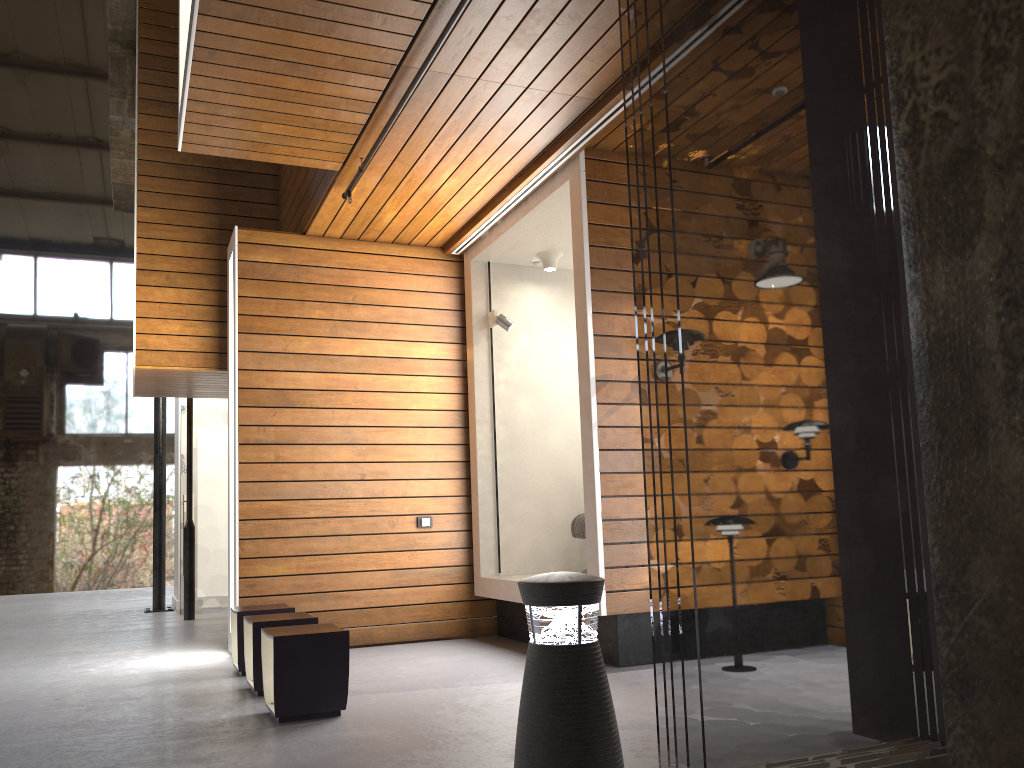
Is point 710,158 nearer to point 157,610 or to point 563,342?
point 563,342

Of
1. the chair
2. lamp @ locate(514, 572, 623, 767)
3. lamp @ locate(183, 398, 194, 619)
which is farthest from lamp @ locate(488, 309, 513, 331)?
lamp @ locate(183, 398, 194, 619)

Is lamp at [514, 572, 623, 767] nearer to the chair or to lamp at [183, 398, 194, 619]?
the chair

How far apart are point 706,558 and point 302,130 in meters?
3.6 m

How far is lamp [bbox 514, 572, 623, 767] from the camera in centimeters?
251cm

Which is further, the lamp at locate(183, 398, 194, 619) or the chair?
the lamp at locate(183, 398, 194, 619)

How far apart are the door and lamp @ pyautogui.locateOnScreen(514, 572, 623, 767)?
7.99m

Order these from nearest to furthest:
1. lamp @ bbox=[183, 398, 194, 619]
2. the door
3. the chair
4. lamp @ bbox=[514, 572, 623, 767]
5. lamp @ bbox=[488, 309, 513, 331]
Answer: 1. lamp @ bbox=[514, 572, 623, 767]
2. the chair
3. lamp @ bbox=[488, 309, 513, 331]
4. lamp @ bbox=[183, 398, 194, 619]
5. the door

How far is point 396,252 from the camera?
6.96m

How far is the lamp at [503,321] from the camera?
6.8m
